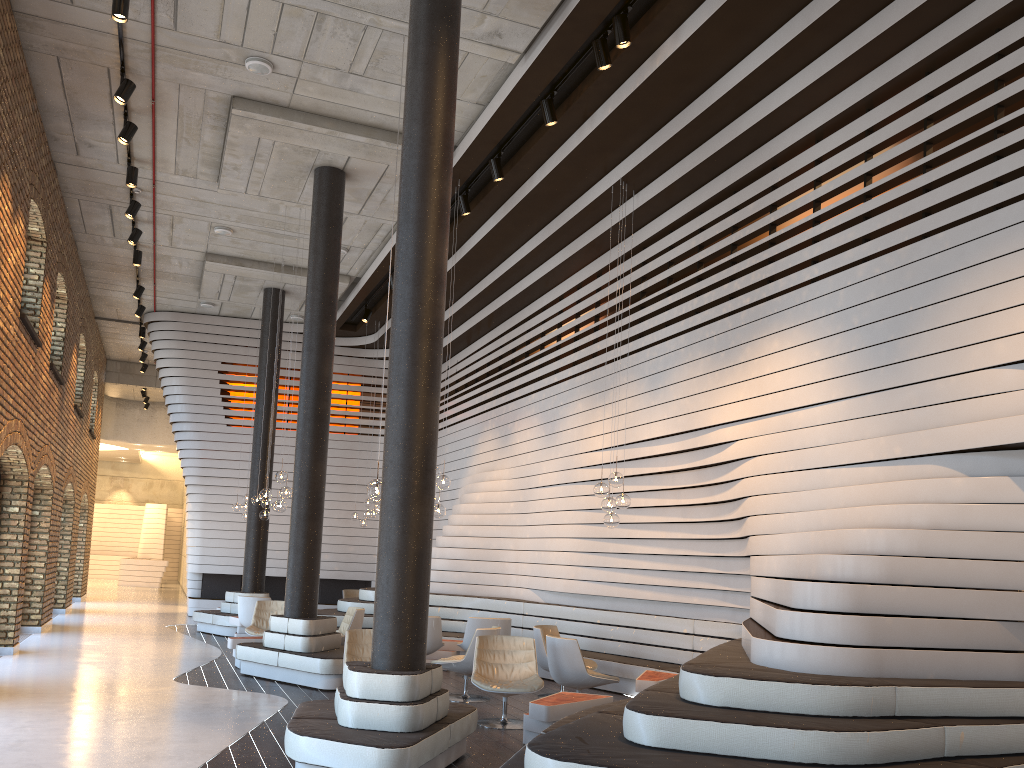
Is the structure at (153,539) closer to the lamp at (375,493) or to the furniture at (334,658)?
the furniture at (334,658)

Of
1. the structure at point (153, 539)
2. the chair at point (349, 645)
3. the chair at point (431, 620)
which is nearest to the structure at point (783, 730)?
the chair at point (431, 620)

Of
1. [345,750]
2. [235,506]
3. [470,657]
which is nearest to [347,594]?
[235,506]

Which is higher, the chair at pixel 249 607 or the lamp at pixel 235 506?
the lamp at pixel 235 506

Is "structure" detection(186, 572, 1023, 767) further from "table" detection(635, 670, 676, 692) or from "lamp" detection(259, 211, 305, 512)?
"lamp" detection(259, 211, 305, 512)

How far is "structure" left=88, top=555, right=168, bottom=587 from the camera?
28.5m

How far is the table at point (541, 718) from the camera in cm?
665

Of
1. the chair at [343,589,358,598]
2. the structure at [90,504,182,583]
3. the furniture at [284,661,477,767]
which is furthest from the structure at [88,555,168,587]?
the furniture at [284,661,477,767]

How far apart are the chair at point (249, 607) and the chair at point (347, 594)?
3.8 meters

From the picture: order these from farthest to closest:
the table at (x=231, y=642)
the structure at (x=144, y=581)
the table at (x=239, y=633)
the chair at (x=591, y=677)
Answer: the structure at (x=144, y=581) < the table at (x=239, y=633) < the table at (x=231, y=642) < the chair at (x=591, y=677)
